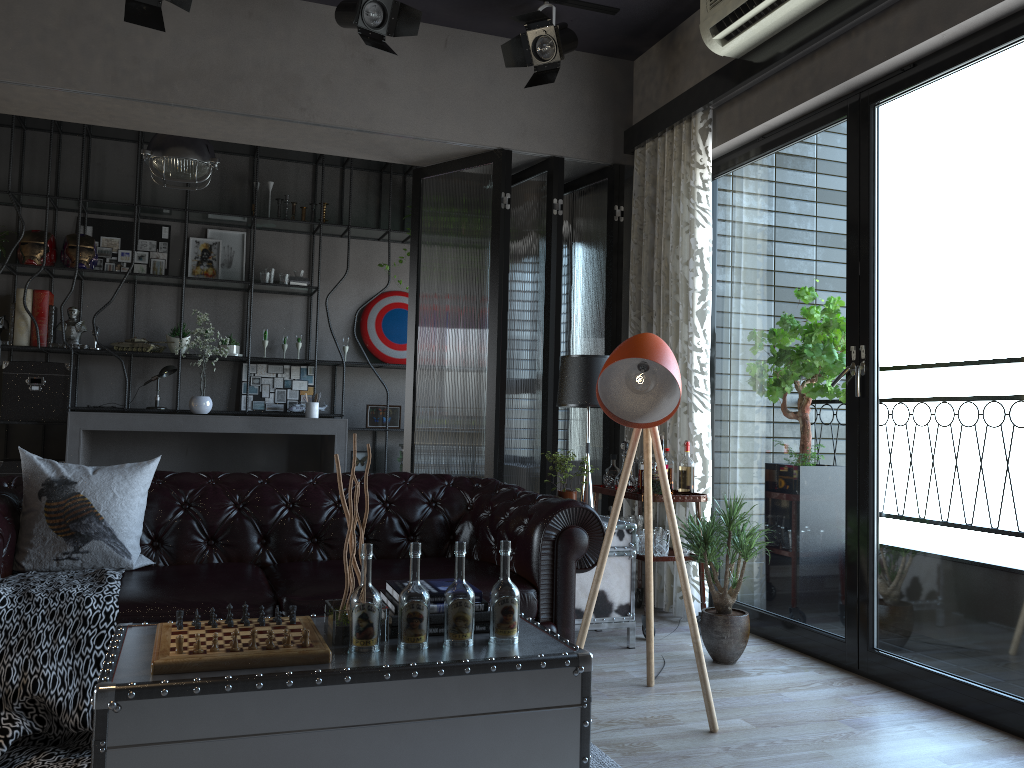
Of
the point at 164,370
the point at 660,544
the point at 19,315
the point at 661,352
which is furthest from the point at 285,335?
the point at 661,352

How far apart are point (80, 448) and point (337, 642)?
5.2 meters

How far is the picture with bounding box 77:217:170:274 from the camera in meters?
7.6

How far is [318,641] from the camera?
2.4 meters

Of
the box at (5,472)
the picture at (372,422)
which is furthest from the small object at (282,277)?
the box at (5,472)

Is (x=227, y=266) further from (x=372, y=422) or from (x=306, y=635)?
(x=306, y=635)

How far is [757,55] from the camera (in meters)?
4.38

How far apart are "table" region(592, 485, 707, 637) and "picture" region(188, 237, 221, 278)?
4.4m

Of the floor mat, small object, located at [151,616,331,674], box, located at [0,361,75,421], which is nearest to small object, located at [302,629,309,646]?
small object, located at [151,616,331,674]

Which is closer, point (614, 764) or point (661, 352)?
point (614, 764)
